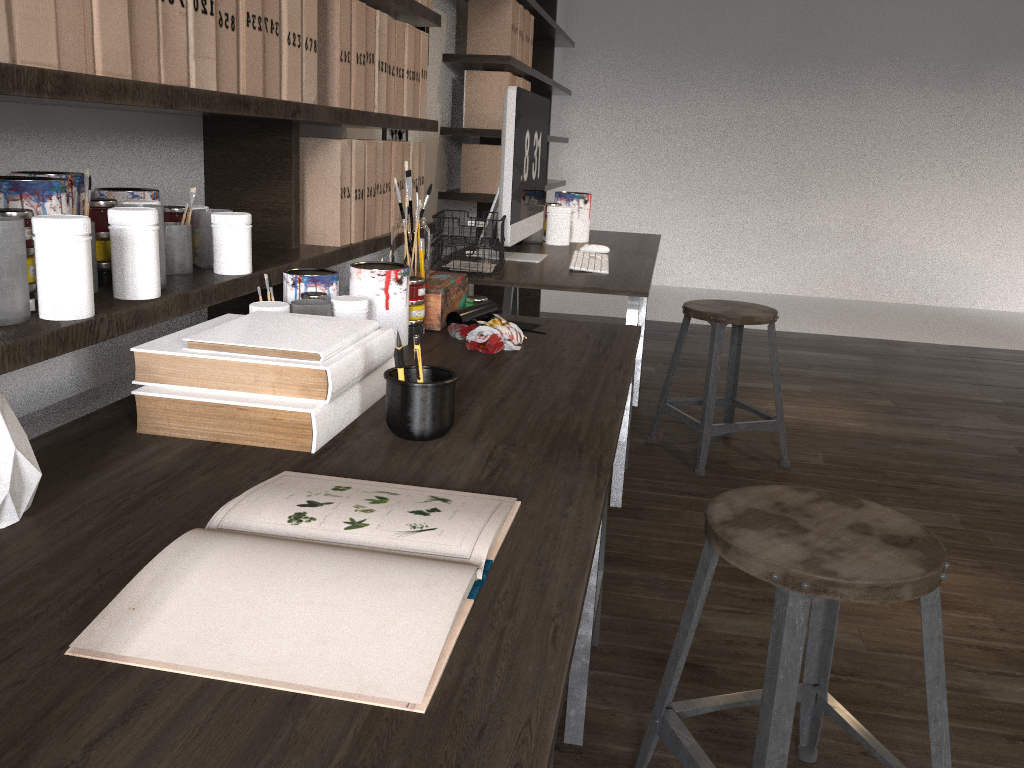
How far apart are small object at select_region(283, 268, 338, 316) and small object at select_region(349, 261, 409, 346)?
0.03m

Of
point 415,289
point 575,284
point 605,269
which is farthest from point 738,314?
point 415,289

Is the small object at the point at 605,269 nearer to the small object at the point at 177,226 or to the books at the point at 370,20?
the books at the point at 370,20

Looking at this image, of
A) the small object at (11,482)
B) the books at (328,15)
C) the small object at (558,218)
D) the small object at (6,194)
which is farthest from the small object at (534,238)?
the small object at (11,482)

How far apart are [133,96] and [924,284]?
6.54m

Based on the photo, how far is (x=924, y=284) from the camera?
6.56m

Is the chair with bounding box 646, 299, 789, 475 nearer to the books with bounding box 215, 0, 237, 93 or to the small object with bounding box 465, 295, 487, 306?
the small object with bounding box 465, 295, 487, 306

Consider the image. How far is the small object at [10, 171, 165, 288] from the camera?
1.2 meters

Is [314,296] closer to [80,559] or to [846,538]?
[80,559]

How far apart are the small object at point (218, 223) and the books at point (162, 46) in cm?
22
